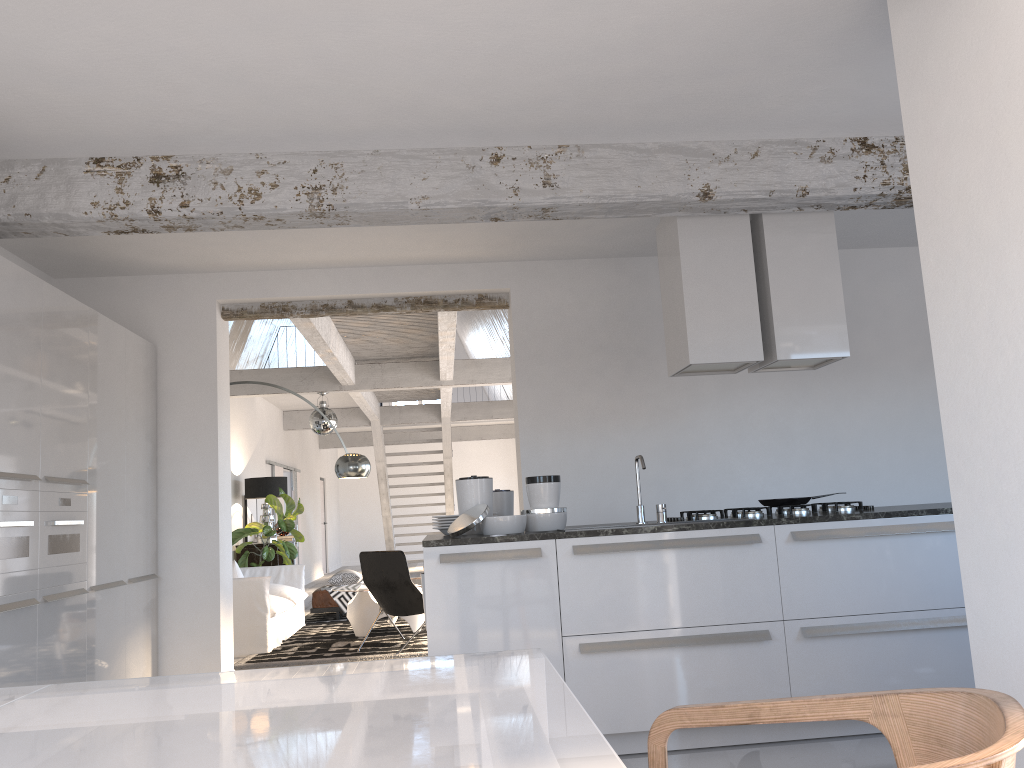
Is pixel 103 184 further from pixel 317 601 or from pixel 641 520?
pixel 317 601

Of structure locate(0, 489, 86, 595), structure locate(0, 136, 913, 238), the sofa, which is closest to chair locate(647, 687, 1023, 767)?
structure locate(0, 136, 913, 238)

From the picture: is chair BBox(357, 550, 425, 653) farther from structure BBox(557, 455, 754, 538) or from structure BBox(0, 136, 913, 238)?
structure BBox(0, 136, 913, 238)

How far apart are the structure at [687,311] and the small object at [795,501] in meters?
0.8 m

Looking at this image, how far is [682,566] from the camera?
4.0m

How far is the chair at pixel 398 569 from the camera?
7.3m

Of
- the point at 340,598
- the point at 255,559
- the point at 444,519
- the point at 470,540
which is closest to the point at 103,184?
the point at 444,519

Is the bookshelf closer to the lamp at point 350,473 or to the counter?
the lamp at point 350,473

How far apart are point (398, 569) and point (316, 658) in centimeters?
95cm

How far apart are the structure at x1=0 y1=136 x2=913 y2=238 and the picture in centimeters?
750cm
